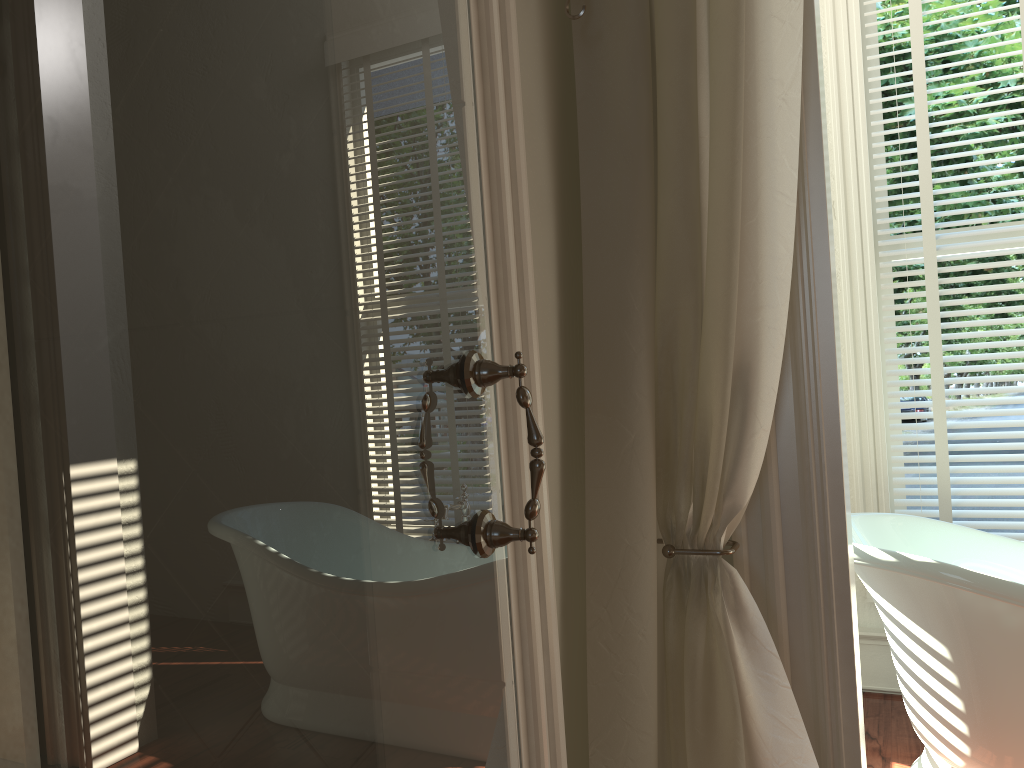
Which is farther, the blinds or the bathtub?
the blinds

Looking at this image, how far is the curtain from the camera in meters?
1.4

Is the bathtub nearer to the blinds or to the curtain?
the blinds

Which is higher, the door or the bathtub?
the door

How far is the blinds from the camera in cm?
262

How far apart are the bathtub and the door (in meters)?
1.23

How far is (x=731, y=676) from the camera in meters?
1.4

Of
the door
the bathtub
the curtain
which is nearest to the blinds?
the bathtub

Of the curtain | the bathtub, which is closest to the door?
the curtain

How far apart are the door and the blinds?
2.0 meters
